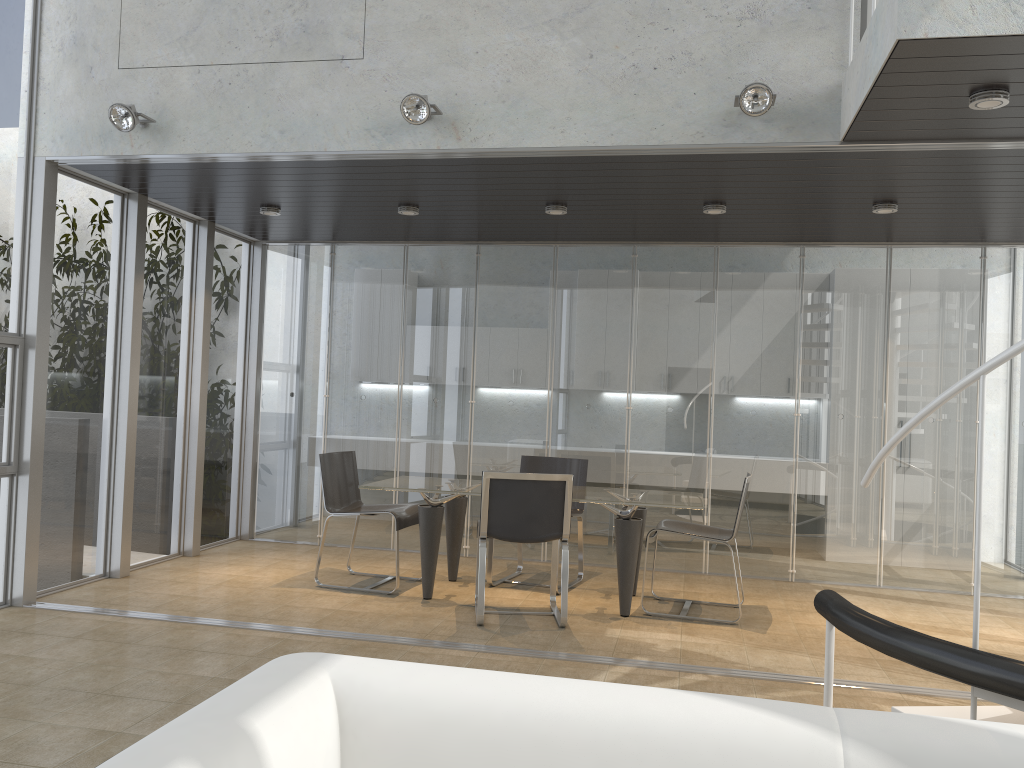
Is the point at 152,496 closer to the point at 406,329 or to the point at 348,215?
the point at 406,329

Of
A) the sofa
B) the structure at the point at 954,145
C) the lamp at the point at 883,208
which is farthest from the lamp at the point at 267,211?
the sofa

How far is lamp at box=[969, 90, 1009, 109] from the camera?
3.64m

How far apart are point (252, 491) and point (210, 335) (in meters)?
1.50

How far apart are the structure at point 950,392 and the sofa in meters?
0.8 m

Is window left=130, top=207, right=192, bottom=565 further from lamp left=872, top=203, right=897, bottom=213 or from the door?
lamp left=872, top=203, right=897, bottom=213

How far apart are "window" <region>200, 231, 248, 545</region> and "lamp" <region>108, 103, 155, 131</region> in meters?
2.5 m

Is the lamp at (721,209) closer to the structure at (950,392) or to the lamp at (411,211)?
the structure at (950,392)

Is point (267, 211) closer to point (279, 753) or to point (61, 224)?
point (61, 224)

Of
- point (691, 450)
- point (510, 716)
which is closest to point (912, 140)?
point (691, 450)
